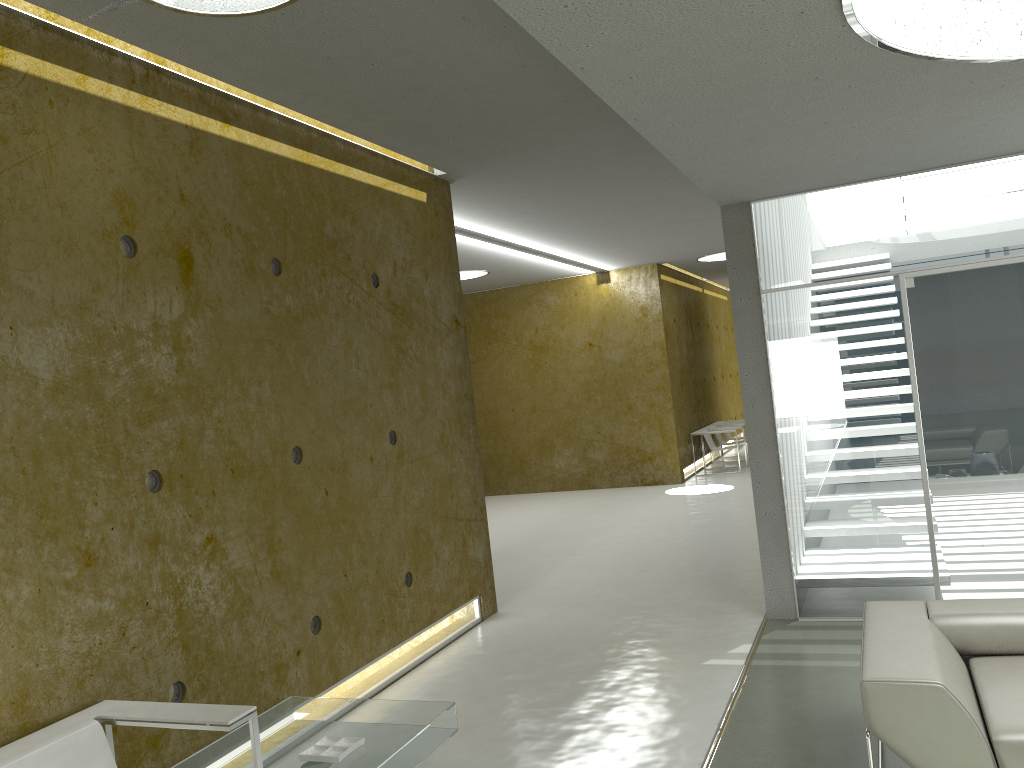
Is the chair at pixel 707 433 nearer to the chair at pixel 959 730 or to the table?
the chair at pixel 959 730

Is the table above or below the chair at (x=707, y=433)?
below

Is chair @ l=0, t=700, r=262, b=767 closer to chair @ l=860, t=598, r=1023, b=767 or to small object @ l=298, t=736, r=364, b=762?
small object @ l=298, t=736, r=364, b=762

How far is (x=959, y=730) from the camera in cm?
285

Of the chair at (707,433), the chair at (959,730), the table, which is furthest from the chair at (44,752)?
the chair at (707,433)

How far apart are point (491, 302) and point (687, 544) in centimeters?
666cm

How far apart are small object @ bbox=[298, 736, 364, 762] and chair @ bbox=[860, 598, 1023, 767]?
1.93m

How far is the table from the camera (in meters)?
3.54

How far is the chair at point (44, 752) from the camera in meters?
2.9

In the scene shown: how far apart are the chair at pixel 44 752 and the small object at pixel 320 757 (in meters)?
0.42
